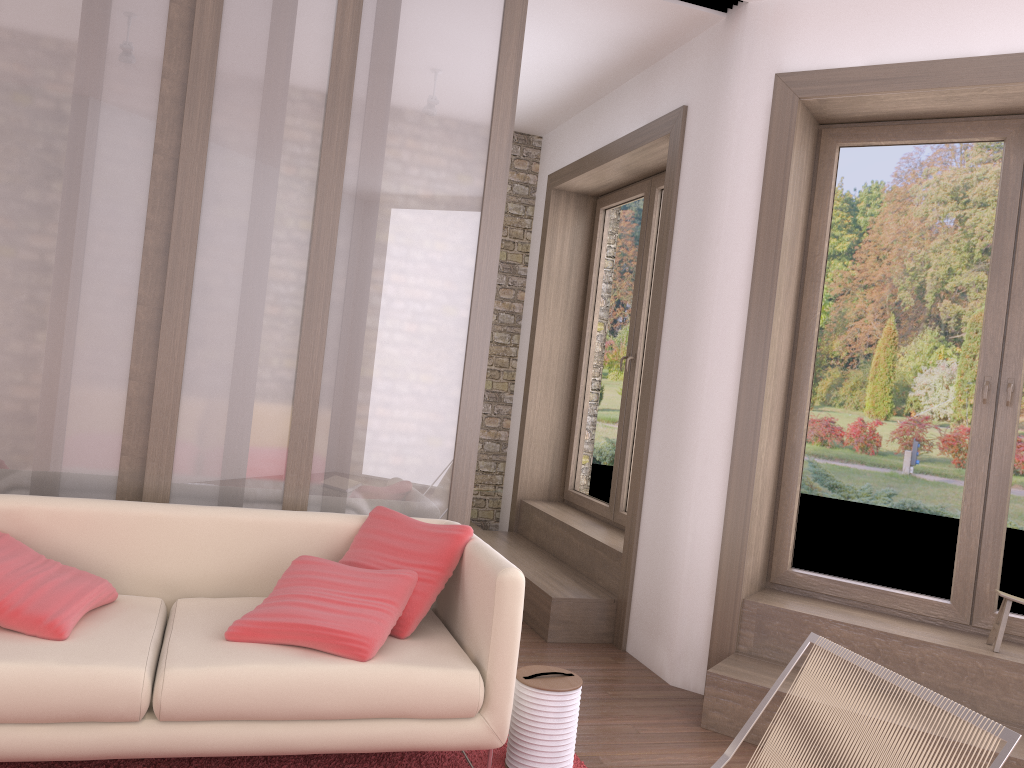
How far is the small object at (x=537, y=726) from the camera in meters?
3.0

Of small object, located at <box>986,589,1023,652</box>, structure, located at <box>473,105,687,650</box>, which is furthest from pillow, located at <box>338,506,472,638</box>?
small object, located at <box>986,589,1023,652</box>

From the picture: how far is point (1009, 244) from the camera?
3.86m

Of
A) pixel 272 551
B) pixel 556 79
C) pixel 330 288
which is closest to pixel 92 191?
pixel 330 288

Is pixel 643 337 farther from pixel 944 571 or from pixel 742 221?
pixel 944 571

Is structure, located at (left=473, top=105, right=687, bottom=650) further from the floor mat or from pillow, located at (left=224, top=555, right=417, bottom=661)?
pillow, located at (left=224, top=555, right=417, bottom=661)

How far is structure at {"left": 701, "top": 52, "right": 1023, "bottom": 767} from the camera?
3.6m

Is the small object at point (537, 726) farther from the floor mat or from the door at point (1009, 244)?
the door at point (1009, 244)

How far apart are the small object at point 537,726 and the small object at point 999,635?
1.8m

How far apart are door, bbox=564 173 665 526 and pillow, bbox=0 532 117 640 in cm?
326
